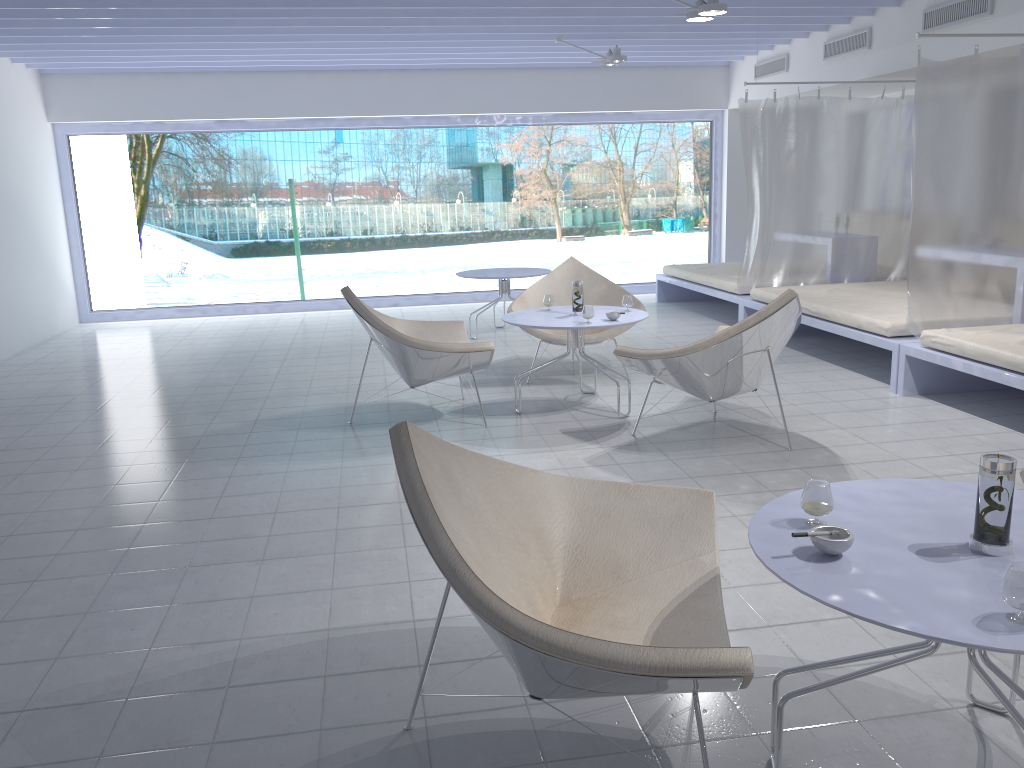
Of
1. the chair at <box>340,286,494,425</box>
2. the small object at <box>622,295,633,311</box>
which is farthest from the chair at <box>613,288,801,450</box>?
the chair at <box>340,286,494,425</box>

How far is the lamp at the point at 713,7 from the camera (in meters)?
5.29

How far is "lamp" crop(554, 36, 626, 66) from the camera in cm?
732

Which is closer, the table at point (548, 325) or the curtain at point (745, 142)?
the table at point (548, 325)

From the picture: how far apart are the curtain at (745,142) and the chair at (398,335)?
2.92m

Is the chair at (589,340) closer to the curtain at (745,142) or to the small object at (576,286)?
the small object at (576,286)

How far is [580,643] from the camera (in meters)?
1.53

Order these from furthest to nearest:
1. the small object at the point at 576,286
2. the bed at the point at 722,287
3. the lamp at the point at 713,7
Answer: the bed at the point at 722,287 < the lamp at the point at 713,7 < the small object at the point at 576,286

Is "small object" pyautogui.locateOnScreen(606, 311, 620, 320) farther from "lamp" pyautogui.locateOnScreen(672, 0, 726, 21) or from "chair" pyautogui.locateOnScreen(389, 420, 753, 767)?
"chair" pyautogui.locateOnScreen(389, 420, 753, 767)

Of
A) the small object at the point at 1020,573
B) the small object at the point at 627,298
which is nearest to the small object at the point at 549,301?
the small object at the point at 627,298
